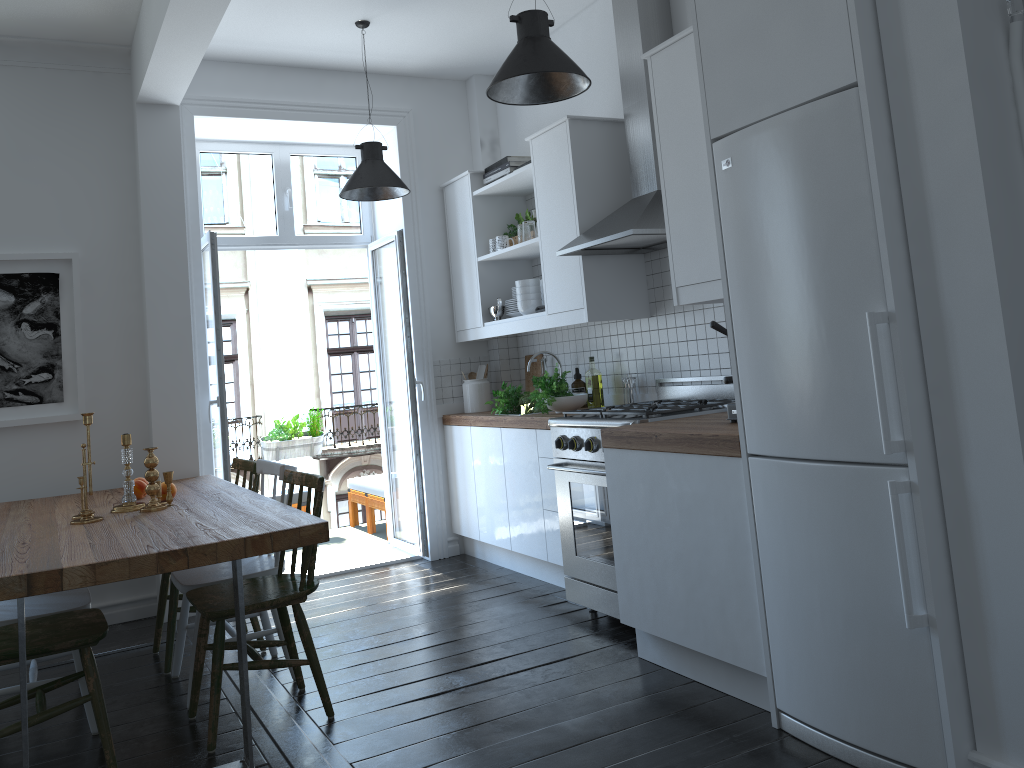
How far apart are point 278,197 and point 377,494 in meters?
2.2

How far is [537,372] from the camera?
5.5 meters

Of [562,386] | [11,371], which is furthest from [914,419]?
[11,371]

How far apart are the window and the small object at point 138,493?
2.0m

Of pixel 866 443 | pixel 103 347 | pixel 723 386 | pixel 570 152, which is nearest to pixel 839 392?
pixel 866 443

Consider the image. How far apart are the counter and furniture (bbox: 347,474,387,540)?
1.1 meters

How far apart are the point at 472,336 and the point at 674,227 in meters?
2.3

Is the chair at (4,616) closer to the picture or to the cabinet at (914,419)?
the picture

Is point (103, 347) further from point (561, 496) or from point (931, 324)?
point (931, 324)

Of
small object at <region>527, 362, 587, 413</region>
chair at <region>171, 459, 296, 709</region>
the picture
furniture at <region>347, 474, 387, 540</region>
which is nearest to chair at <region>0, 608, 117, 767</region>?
chair at <region>171, 459, 296, 709</region>
